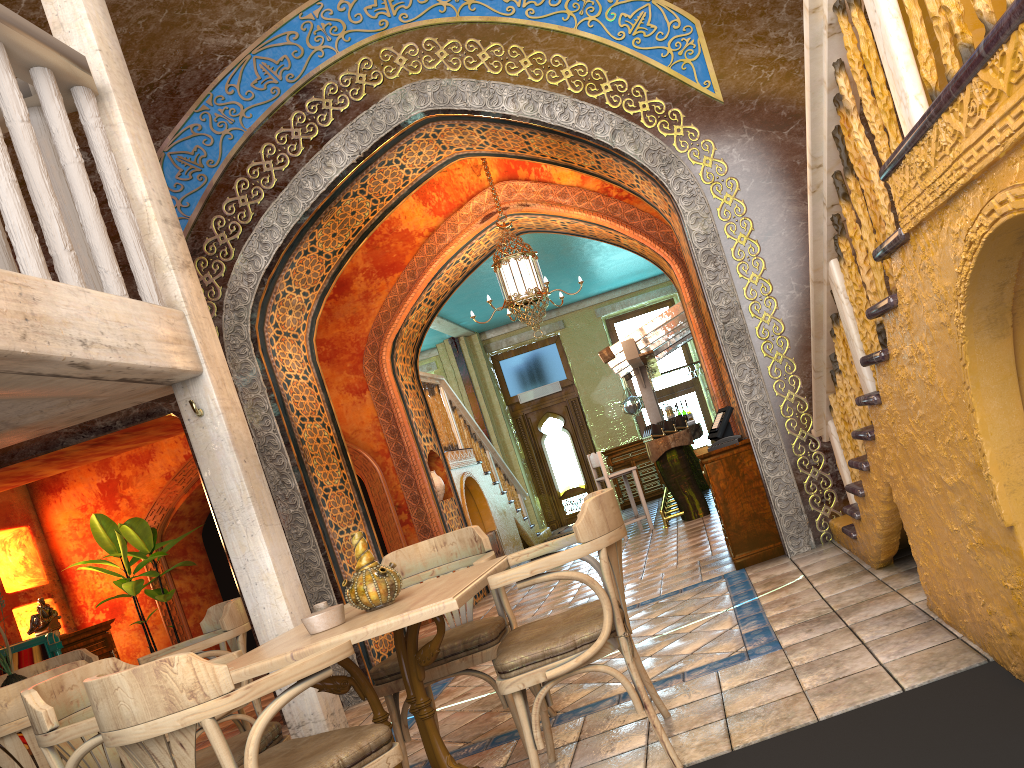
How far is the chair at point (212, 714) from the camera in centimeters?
269cm

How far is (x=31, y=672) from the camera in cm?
625

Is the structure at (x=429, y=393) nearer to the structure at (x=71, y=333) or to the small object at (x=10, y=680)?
the structure at (x=71, y=333)

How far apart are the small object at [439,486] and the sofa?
4.46m

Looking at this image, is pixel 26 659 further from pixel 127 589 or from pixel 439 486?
pixel 439 486

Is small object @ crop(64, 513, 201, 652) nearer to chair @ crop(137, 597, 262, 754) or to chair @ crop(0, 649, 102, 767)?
chair @ crop(0, 649, 102, 767)

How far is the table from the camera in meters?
3.3

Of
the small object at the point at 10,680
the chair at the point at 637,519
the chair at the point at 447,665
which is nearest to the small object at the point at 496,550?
the chair at the point at 637,519

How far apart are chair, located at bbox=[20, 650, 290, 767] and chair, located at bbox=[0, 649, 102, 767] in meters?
2.8 m

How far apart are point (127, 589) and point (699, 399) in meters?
11.4
